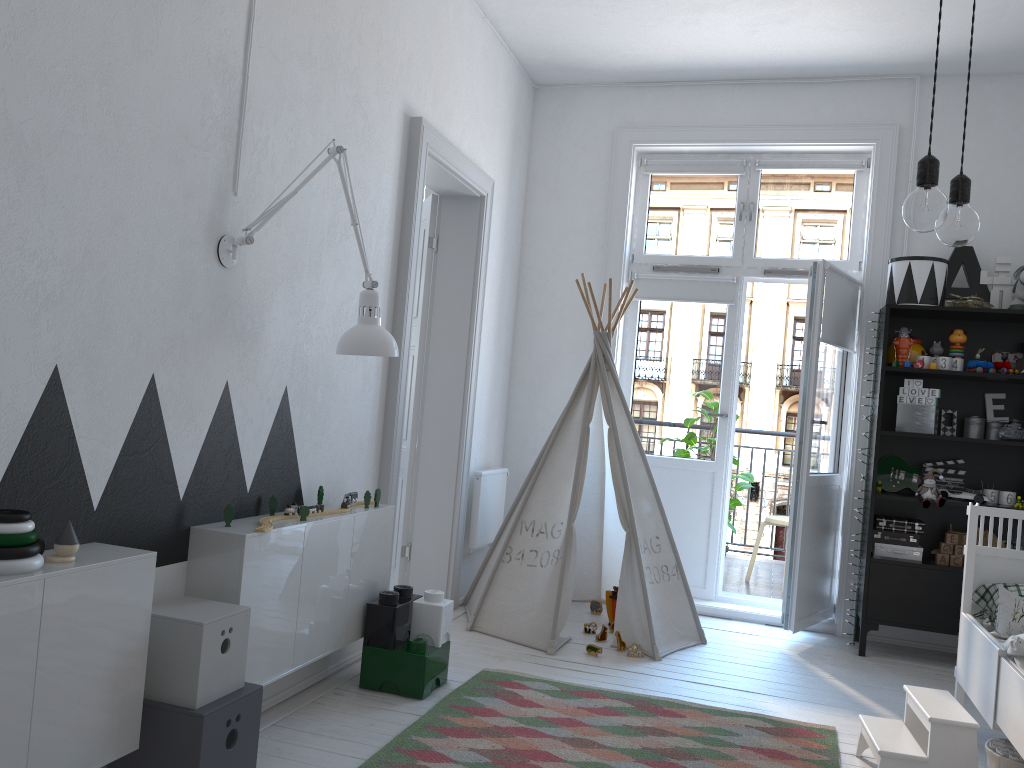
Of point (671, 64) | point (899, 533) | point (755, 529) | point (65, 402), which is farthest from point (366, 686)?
point (755, 529)

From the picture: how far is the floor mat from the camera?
2.61m

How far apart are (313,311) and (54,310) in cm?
111

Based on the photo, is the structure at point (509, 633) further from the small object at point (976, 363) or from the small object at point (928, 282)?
the small object at point (976, 363)

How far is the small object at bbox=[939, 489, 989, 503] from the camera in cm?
411

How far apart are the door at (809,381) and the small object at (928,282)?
0.4 meters

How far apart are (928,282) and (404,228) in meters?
2.5 m

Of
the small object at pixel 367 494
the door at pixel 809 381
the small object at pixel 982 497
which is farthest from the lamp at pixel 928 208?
the small object at pixel 982 497

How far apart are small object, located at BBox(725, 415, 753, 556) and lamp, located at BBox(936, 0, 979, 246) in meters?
Answer: 4.1 m

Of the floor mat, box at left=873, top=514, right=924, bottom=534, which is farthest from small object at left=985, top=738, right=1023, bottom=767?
box at left=873, top=514, right=924, bottom=534
